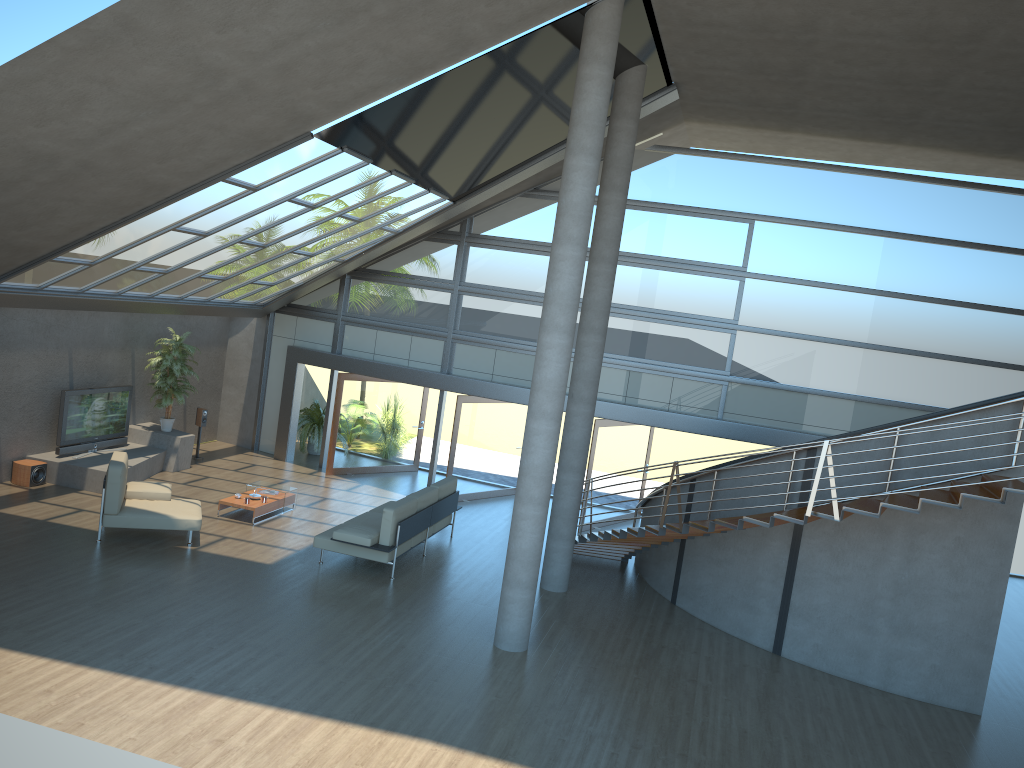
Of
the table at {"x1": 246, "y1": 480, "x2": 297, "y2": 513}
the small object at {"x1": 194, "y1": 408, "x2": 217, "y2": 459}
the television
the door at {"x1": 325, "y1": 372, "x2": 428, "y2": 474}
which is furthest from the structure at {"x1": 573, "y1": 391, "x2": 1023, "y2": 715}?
the television

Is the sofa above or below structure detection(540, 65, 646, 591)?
below

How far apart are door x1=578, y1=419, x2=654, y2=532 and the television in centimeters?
795cm

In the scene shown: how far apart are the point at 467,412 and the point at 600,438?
2.5m

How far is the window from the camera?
14.60m

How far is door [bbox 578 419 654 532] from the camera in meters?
15.3 m

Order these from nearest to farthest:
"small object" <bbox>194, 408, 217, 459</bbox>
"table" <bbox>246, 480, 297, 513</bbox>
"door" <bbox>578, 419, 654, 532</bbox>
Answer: "table" <bbox>246, 480, 297, 513</bbox>, "door" <bbox>578, 419, 654, 532</bbox>, "small object" <bbox>194, 408, 217, 459</bbox>

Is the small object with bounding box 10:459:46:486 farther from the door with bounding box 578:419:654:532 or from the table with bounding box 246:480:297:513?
the door with bounding box 578:419:654:532

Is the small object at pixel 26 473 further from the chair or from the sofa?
the sofa

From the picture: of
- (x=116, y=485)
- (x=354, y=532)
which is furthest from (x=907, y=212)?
(x=116, y=485)
